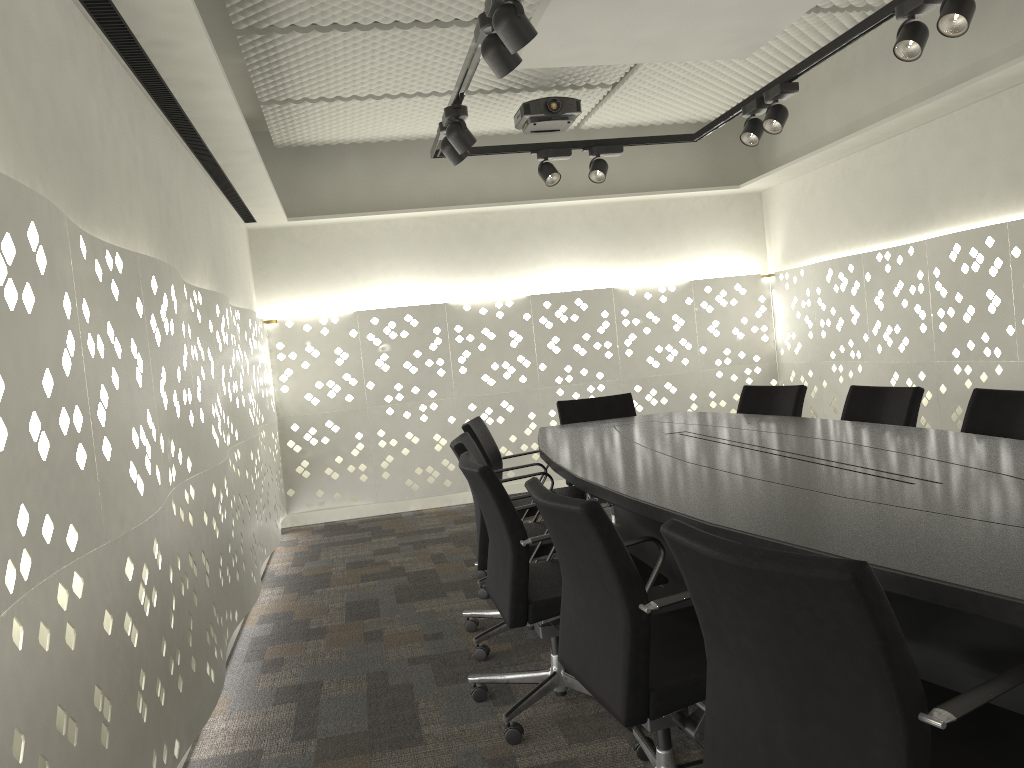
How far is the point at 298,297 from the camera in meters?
6.0 m

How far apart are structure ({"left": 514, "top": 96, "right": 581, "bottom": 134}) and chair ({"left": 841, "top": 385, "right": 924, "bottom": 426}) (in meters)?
2.13

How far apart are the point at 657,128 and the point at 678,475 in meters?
4.5 m

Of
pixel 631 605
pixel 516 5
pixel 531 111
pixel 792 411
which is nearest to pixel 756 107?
pixel 531 111

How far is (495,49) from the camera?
2.6 meters

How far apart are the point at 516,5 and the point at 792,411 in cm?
239

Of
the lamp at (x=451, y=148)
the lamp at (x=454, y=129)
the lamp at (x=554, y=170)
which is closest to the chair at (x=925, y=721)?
the lamp at (x=454, y=129)

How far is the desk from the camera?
1.41m

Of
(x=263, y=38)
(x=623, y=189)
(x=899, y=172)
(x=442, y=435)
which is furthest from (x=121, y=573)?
(x=623, y=189)

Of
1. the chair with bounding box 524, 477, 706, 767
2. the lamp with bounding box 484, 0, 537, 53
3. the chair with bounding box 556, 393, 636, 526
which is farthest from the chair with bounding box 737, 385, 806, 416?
the lamp with bounding box 484, 0, 537, 53
